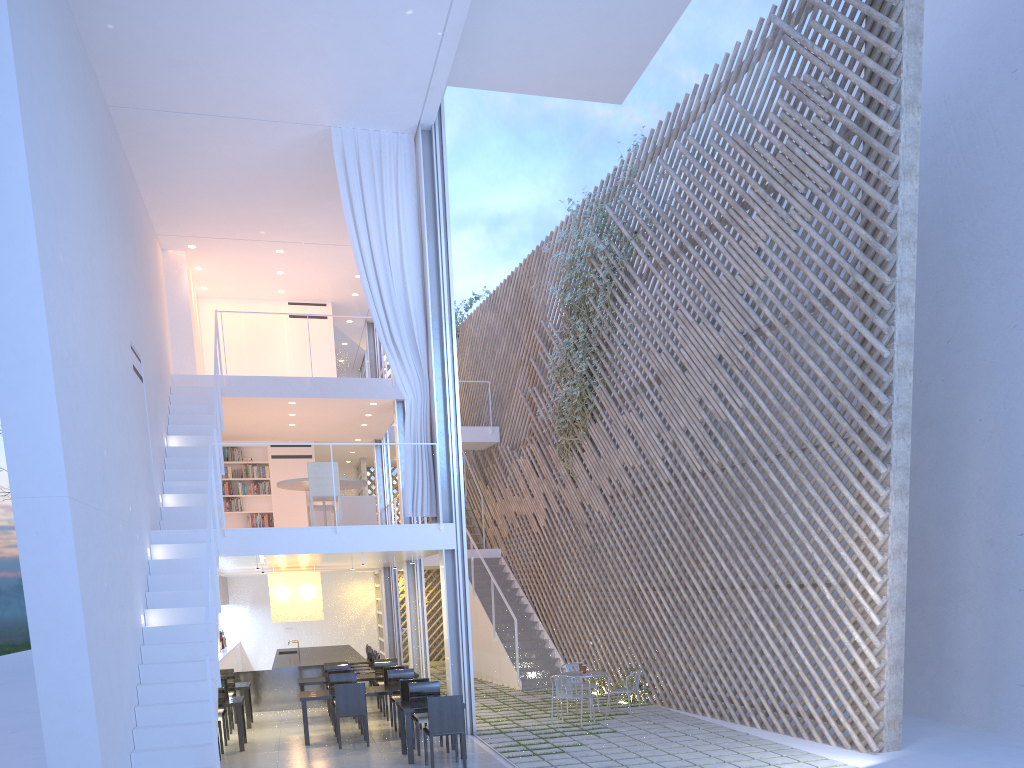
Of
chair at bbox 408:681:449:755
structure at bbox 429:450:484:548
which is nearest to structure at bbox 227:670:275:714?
chair at bbox 408:681:449:755

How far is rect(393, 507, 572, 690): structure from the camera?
7.5 meters

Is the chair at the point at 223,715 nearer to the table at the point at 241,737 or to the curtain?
the table at the point at 241,737

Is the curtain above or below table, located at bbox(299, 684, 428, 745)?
above

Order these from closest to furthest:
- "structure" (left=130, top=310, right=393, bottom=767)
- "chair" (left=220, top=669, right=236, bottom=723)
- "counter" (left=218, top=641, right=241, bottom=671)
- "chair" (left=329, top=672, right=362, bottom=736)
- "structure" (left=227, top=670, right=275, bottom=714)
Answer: "structure" (left=130, top=310, right=393, bottom=767)
"chair" (left=329, top=672, right=362, bottom=736)
"chair" (left=220, top=669, right=236, bottom=723)
"structure" (left=227, top=670, right=275, bottom=714)
"counter" (left=218, top=641, right=241, bottom=671)

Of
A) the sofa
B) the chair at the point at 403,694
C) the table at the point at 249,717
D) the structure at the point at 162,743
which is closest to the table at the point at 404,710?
the chair at the point at 403,694

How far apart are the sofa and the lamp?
0.6 meters

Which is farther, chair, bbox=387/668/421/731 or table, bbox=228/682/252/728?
table, bbox=228/682/252/728

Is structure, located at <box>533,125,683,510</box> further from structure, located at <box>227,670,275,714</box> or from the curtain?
structure, located at <box>227,670,275,714</box>

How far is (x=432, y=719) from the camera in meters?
4.1
